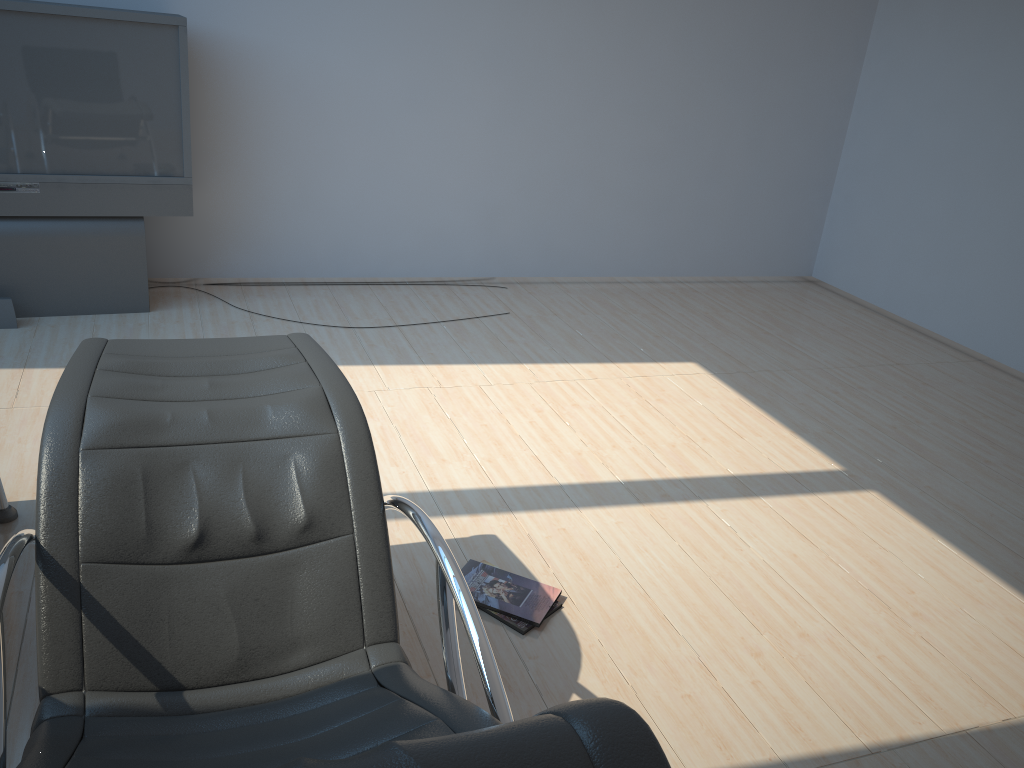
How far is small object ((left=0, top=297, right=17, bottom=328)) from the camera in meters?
4.2

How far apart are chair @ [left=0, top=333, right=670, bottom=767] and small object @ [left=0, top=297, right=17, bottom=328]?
2.19m

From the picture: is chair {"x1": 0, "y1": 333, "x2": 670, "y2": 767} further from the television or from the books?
the television

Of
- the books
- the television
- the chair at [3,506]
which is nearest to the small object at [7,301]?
the television

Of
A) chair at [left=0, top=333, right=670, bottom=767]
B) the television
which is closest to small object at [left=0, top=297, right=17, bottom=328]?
the television

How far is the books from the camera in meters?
2.6 m

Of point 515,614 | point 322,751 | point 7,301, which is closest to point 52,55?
point 7,301

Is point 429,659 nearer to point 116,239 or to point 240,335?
point 240,335

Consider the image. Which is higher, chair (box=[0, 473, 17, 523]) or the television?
the television

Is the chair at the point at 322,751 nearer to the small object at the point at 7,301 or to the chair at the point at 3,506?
the chair at the point at 3,506
